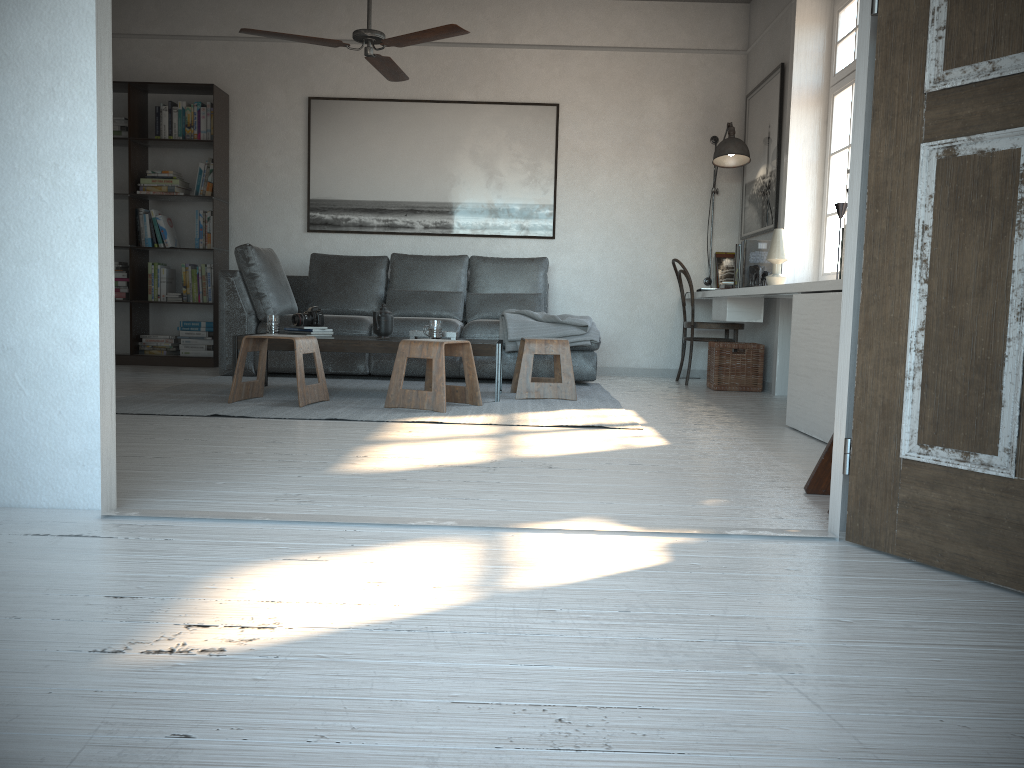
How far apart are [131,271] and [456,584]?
5.9 meters

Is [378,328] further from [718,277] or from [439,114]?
[718,277]

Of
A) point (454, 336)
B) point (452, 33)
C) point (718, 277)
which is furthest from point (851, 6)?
point (454, 336)

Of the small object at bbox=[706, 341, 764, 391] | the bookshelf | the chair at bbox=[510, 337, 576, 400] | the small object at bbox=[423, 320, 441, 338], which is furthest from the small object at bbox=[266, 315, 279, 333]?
the small object at bbox=[706, 341, 764, 391]

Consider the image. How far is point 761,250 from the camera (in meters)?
5.64

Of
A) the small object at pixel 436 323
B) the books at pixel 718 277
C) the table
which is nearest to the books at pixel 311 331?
the table

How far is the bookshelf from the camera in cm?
664

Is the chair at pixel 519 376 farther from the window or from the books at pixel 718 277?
the books at pixel 718 277

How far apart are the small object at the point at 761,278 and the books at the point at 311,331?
2.6 meters

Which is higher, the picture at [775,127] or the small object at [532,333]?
the picture at [775,127]
